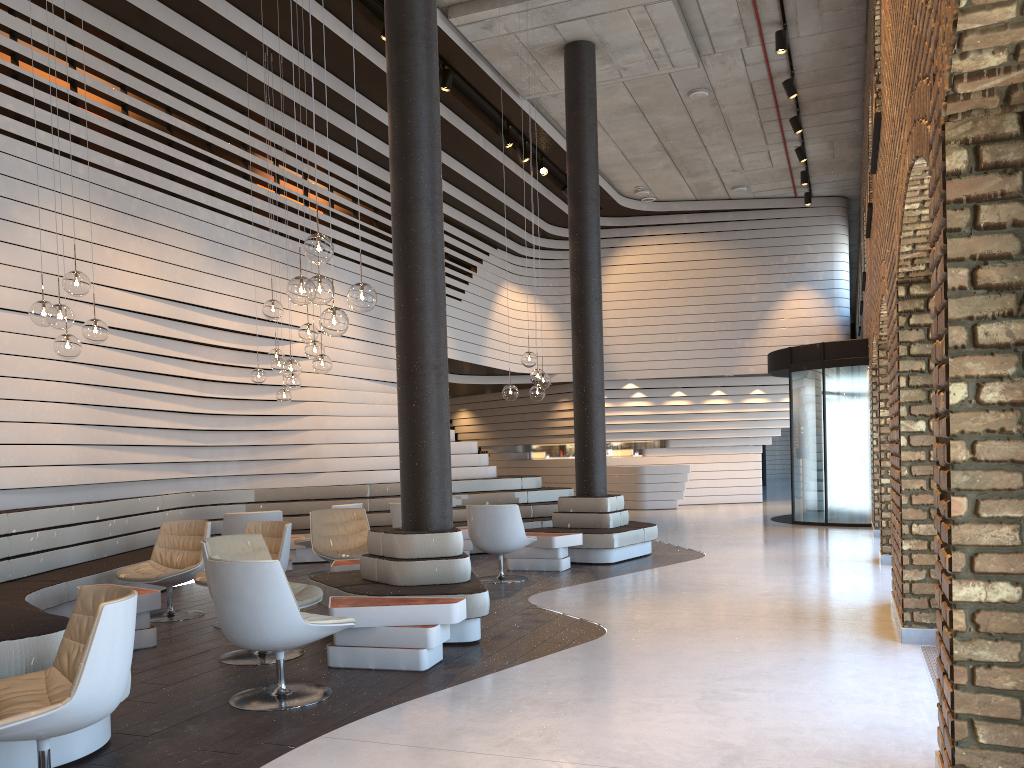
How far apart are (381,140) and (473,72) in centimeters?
188cm

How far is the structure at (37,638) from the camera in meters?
3.6

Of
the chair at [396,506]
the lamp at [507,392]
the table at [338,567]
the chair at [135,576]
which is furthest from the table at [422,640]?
the lamp at [507,392]

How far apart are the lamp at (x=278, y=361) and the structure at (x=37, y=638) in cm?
164

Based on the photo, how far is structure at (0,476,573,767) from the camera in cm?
361

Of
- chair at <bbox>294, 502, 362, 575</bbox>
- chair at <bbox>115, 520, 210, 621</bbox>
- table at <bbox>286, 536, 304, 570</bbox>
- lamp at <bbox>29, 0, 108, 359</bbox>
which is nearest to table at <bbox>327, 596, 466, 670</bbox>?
chair at <bbox>115, 520, 210, 621</bbox>

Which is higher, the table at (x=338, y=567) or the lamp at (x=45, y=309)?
the lamp at (x=45, y=309)

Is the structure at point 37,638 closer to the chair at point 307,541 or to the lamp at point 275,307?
the chair at point 307,541

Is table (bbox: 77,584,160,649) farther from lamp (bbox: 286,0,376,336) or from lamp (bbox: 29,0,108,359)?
lamp (bbox: 286,0,376,336)

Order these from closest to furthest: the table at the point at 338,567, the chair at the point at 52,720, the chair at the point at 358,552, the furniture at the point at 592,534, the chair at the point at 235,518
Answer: the chair at the point at 52,720 < the table at the point at 338,567 < the chair at the point at 358,552 < the chair at the point at 235,518 < the furniture at the point at 592,534
